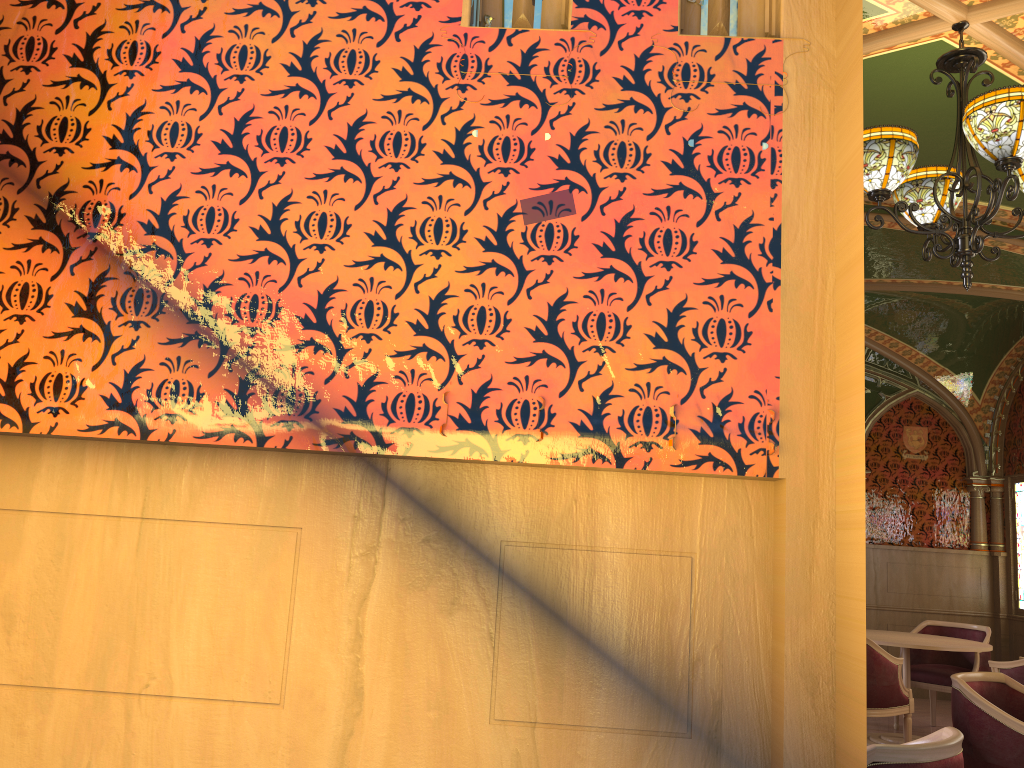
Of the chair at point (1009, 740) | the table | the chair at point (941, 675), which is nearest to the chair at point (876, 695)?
the table

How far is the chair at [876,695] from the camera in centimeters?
558cm

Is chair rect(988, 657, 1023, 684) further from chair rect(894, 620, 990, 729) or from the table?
chair rect(894, 620, 990, 729)

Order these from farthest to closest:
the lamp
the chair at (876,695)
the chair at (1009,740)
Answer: the chair at (876,695) < the chair at (1009,740) < the lamp

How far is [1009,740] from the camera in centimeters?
354cm

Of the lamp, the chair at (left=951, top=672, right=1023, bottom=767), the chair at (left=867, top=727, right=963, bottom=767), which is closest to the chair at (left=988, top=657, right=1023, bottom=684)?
the chair at (left=951, top=672, right=1023, bottom=767)

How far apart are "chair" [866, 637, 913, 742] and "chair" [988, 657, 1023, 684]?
0.6 meters

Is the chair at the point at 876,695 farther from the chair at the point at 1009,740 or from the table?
the chair at the point at 1009,740

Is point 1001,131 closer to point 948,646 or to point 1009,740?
point 1009,740

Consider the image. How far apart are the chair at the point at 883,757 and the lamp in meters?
1.7 m
